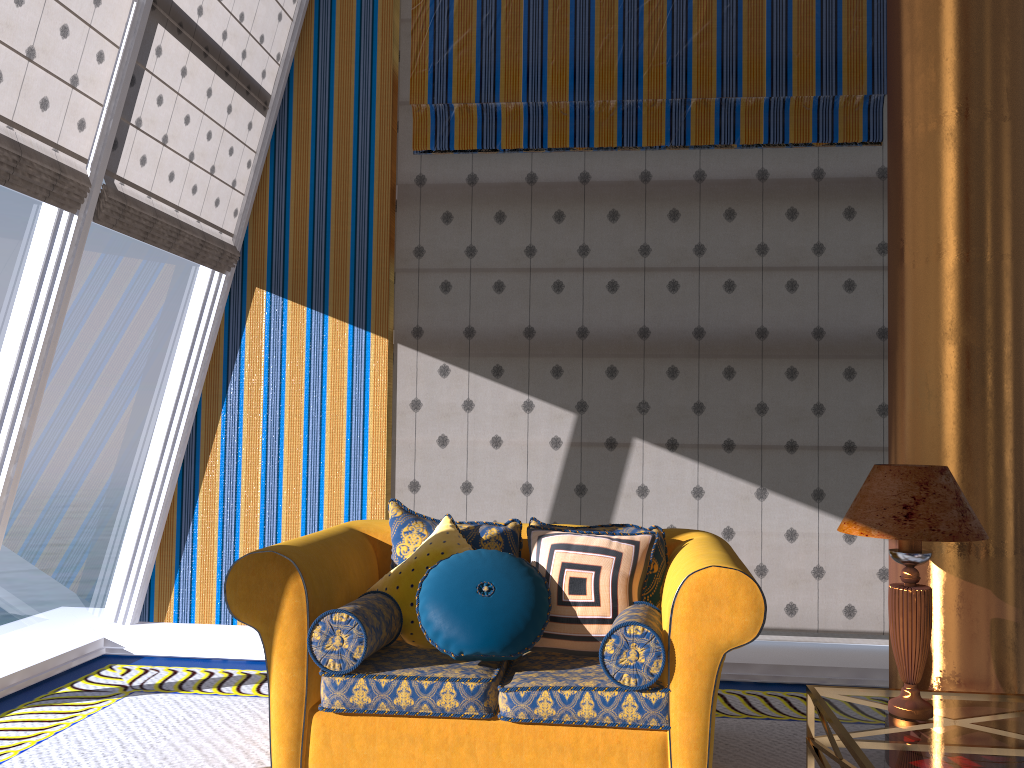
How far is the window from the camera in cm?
383

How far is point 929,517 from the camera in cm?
263

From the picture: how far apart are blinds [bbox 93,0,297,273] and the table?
3.5m

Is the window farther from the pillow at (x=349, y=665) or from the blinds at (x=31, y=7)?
the pillow at (x=349, y=665)

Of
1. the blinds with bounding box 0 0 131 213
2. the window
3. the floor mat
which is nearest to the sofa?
the floor mat

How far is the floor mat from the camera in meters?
3.3

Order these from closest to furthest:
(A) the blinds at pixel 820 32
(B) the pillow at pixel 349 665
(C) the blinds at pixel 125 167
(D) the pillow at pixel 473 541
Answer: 1. (B) the pillow at pixel 349 665
2. (D) the pillow at pixel 473 541
3. (C) the blinds at pixel 125 167
4. (A) the blinds at pixel 820 32

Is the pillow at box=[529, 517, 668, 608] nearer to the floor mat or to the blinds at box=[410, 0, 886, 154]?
the floor mat

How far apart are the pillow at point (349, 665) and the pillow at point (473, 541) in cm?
20

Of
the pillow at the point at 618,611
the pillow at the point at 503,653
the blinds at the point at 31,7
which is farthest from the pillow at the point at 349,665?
the blinds at the point at 31,7
